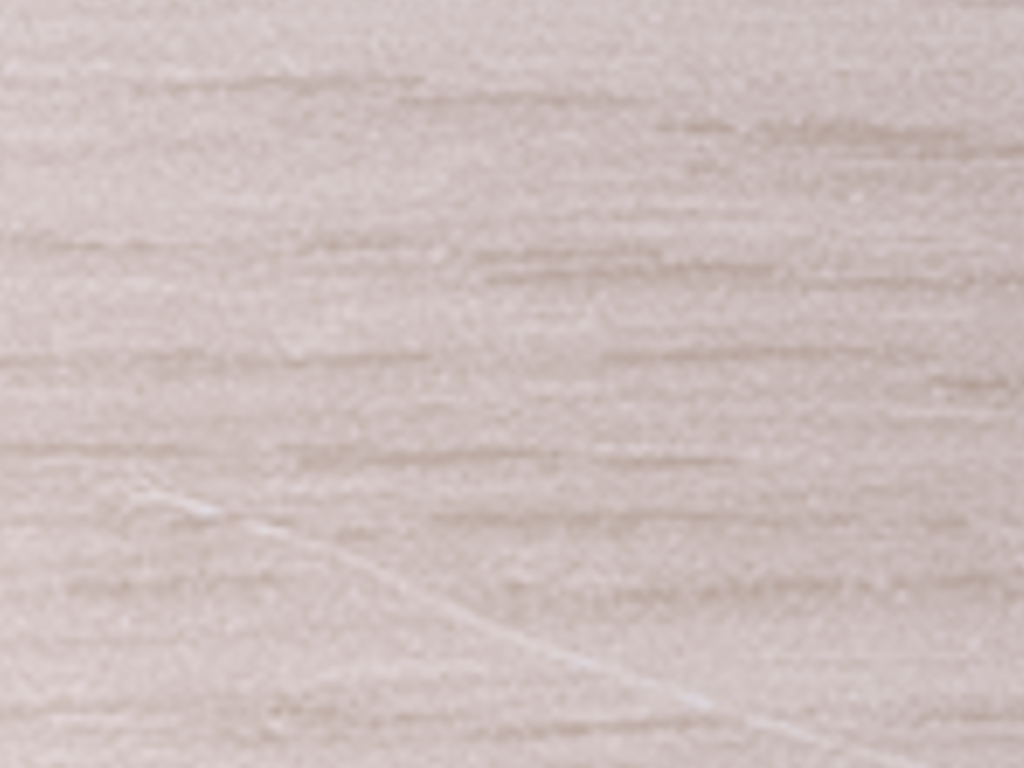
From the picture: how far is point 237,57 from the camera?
0.2 meters

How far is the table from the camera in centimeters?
16cm

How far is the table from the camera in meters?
0.2 m

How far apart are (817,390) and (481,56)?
0.1 meters
